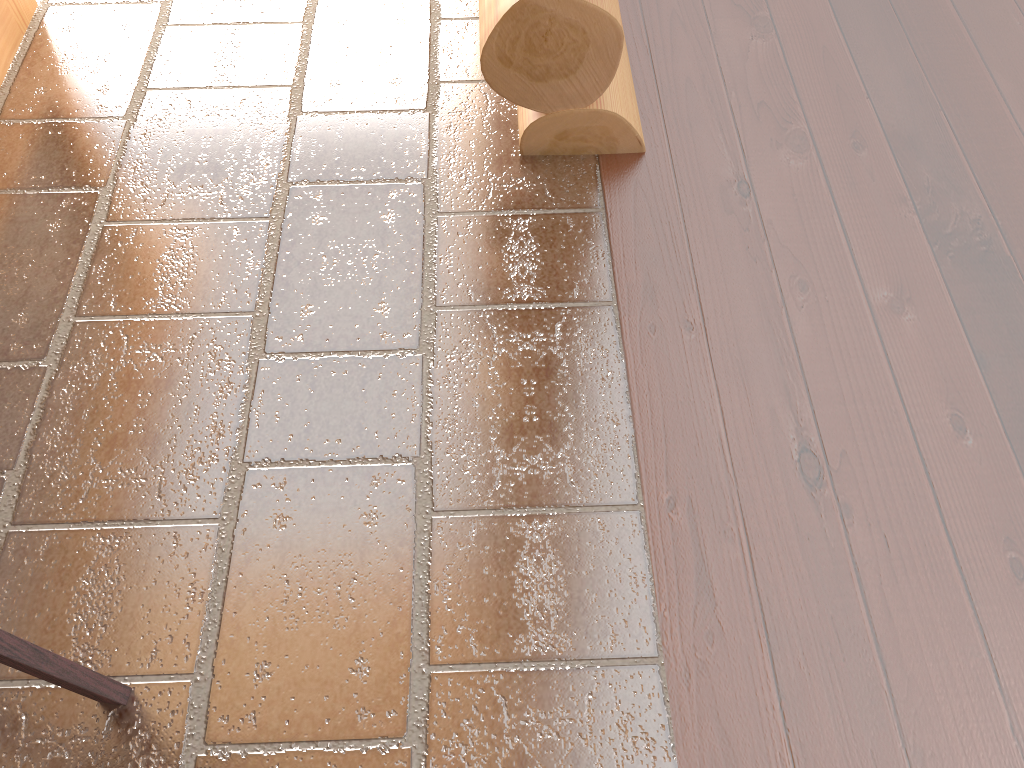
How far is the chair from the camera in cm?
127

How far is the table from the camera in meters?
2.5 m

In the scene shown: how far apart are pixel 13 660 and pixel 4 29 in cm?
201

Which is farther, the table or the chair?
the table

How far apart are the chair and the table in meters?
1.9

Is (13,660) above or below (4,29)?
above

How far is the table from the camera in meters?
2.5

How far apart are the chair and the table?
1.9m

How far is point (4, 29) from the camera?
2.5m
